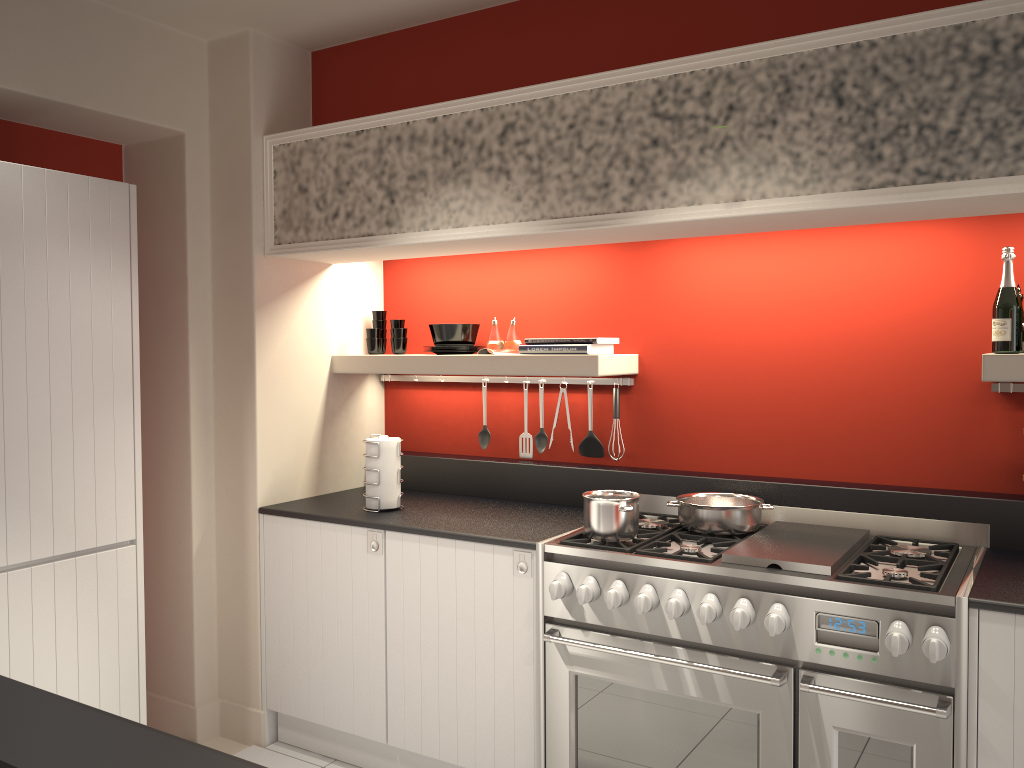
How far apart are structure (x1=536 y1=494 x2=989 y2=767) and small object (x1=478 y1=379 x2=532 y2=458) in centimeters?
62cm

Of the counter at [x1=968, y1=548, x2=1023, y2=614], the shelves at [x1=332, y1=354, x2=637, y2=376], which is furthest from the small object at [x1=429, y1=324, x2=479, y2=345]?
the counter at [x1=968, y1=548, x2=1023, y2=614]

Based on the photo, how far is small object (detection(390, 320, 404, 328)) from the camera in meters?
4.2

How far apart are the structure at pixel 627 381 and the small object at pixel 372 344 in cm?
31

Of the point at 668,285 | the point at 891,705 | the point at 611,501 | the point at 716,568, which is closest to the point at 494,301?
the point at 668,285

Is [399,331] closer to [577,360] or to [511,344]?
[511,344]

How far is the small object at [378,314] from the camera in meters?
4.2

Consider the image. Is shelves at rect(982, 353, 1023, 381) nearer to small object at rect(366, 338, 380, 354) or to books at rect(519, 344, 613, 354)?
books at rect(519, 344, 613, 354)

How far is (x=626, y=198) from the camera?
2.9m

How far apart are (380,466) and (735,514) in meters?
1.4 m
